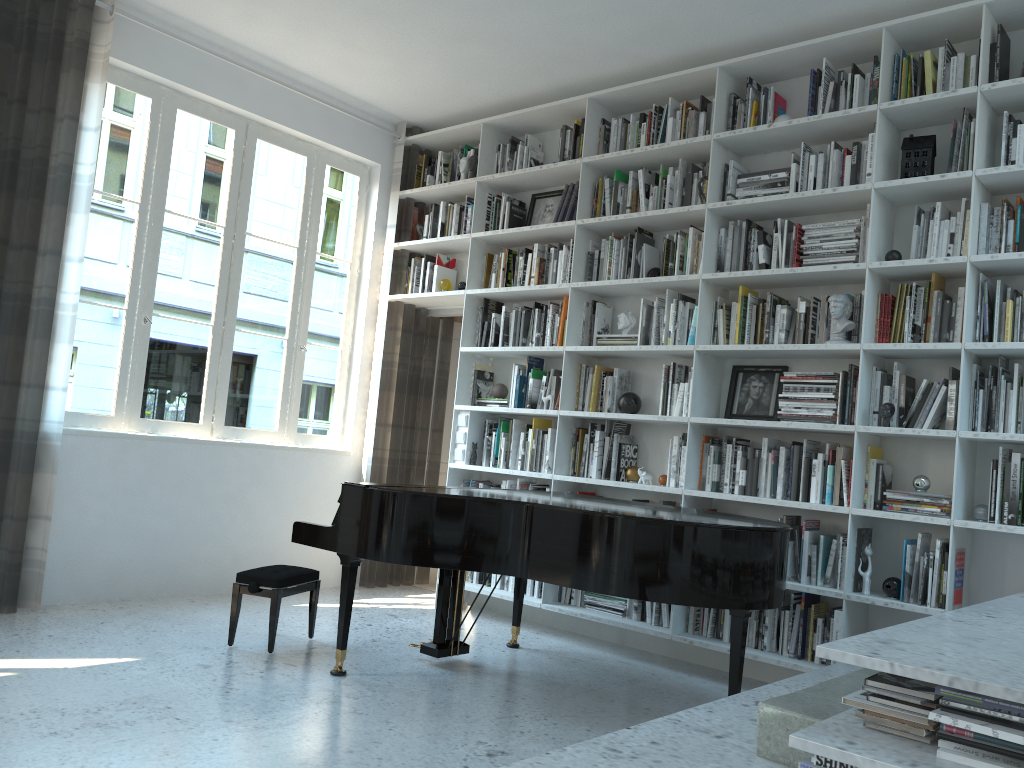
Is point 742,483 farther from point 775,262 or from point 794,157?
point 794,157

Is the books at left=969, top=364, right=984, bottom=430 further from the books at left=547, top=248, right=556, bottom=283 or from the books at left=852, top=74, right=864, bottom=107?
the books at left=547, top=248, right=556, bottom=283

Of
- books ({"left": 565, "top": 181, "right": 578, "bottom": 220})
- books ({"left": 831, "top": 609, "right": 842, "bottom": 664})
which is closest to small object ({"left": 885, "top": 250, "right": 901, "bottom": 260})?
books ({"left": 831, "top": 609, "right": 842, "bottom": 664})

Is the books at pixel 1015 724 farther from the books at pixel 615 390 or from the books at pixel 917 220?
the books at pixel 615 390

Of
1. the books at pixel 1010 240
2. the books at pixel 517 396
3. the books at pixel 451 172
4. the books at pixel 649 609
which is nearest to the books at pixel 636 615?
the books at pixel 649 609

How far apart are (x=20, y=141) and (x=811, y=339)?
3.9 meters

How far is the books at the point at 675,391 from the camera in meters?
4.7 m

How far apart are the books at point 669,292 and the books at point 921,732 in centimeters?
303cm

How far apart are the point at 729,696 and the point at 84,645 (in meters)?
2.79

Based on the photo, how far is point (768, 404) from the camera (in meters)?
4.49
